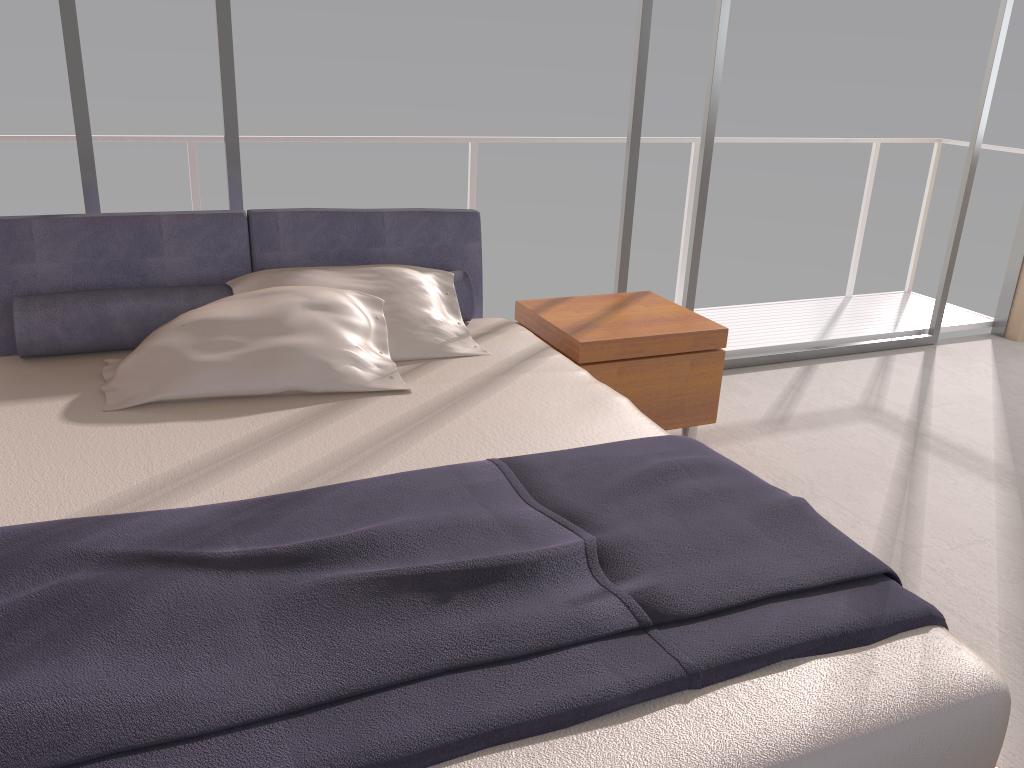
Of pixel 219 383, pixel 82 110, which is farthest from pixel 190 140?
pixel 219 383

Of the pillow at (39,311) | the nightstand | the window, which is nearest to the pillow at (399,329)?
the pillow at (39,311)

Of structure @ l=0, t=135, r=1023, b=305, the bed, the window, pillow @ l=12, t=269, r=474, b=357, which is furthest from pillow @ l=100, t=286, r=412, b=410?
structure @ l=0, t=135, r=1023, b=305

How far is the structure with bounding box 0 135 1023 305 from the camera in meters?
3.9 m

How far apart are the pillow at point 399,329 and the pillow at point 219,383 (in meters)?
0.03

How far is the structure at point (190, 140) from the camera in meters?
3.9 m

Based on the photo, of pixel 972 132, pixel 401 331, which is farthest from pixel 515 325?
pixel 972 132

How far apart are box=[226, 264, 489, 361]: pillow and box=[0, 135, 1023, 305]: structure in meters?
1.3

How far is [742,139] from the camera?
5.1 meters

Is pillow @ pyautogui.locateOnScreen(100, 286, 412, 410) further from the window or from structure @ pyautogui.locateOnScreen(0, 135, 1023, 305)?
structure @ pyautogui.locateOnScreen(0, 135, 1023, 305)
